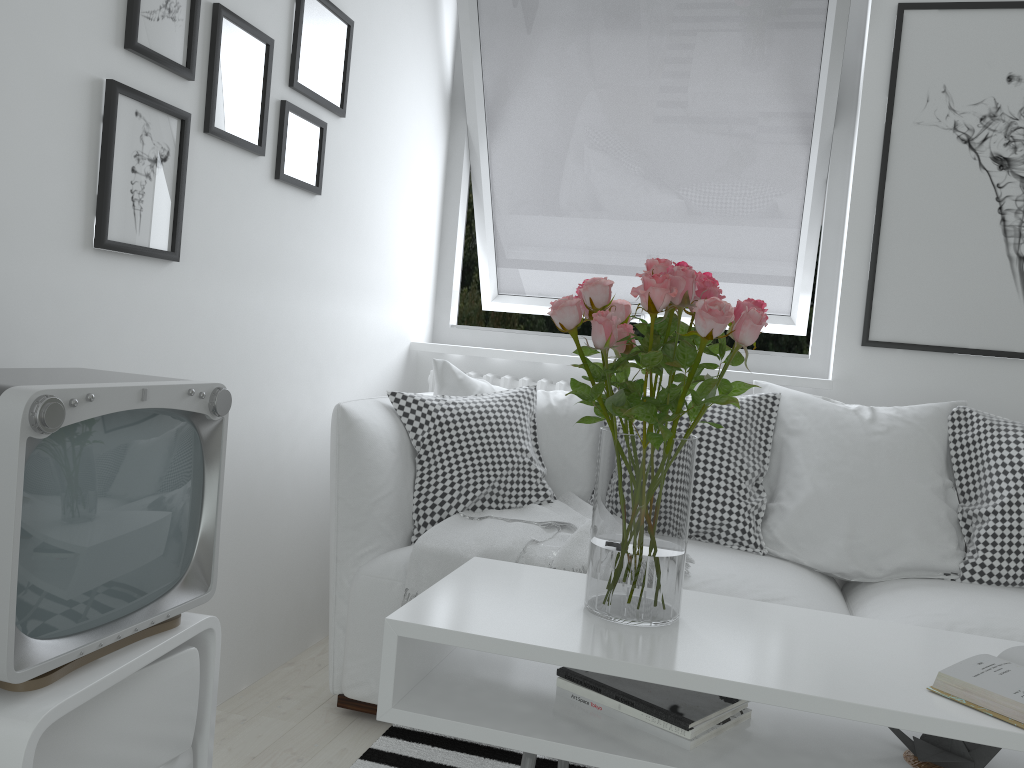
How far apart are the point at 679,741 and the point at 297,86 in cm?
175

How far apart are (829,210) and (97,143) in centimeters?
228cm

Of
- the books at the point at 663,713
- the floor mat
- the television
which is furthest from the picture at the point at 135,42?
the floor mat

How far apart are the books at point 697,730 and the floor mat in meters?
0.6 m

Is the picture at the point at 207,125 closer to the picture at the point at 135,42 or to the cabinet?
the picture at the point at 135,42

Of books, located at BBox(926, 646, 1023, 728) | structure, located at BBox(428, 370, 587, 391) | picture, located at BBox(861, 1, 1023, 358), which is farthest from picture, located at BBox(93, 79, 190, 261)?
picture, located at BBox(861, 1, 1023, 358)

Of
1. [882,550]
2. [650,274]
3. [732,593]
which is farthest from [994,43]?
[650,274]

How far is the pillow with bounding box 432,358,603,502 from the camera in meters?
2.6 m

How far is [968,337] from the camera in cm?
274

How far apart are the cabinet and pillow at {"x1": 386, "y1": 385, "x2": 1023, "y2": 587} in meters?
0.9 m
